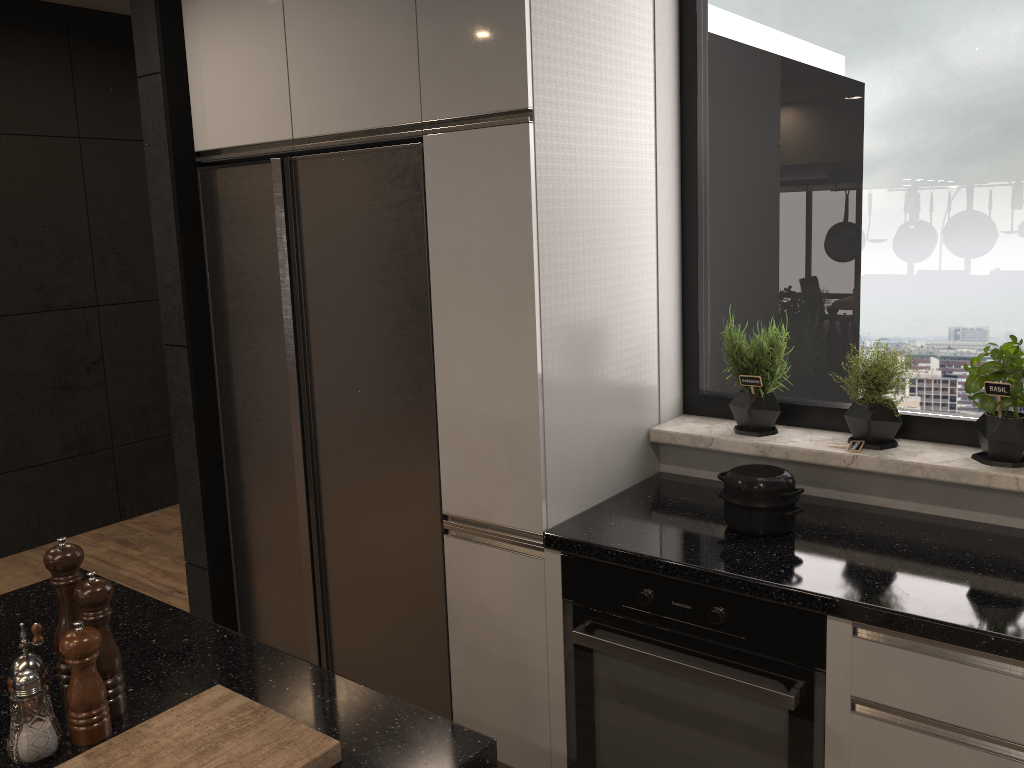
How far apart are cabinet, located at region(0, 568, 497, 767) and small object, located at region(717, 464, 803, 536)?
1.0m

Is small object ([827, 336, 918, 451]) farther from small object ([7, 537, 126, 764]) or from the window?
small object ([7, 537, 126, 764])

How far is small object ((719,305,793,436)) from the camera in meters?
2.5 m

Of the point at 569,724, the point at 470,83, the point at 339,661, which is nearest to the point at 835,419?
the point at 569,724

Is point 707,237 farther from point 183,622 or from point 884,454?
point 183,622

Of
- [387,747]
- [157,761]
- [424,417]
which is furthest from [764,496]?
[157,761]

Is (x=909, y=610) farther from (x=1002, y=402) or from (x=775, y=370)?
(x=775, y=370)

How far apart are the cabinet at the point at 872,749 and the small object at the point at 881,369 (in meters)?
0.55

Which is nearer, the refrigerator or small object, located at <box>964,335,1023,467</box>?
small object, located at <box>964,335,1023,467</box>

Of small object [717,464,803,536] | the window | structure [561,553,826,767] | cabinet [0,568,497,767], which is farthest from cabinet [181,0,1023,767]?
cabinet [0,568,497,767]
